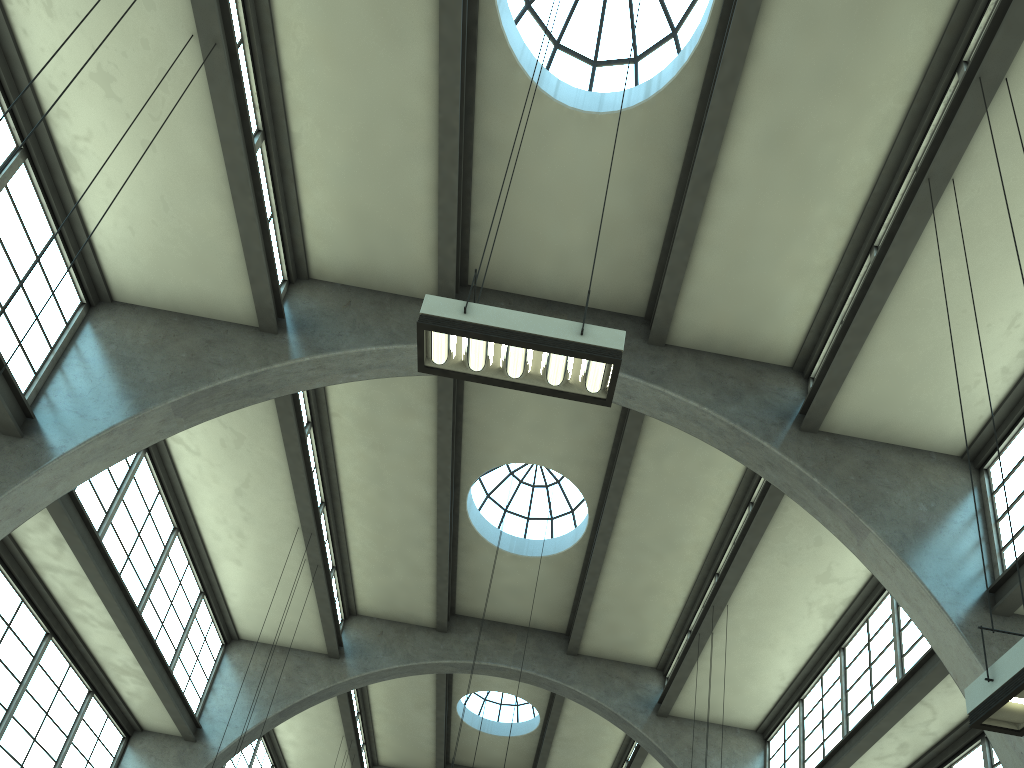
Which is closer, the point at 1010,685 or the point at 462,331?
the point at 1010,685

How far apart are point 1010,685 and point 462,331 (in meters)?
4.48

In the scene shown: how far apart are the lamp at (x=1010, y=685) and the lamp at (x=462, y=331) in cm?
320

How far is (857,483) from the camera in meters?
11.4

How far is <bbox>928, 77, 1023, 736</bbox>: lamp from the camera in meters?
5.2 m

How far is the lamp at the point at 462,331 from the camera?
6.5m

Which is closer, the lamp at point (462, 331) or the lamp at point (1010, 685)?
the lamp at point (1010, 685)

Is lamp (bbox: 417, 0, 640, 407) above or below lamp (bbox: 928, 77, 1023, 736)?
above

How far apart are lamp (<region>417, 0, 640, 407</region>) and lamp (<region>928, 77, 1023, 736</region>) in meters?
3.2

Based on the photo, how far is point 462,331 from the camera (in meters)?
6.54
